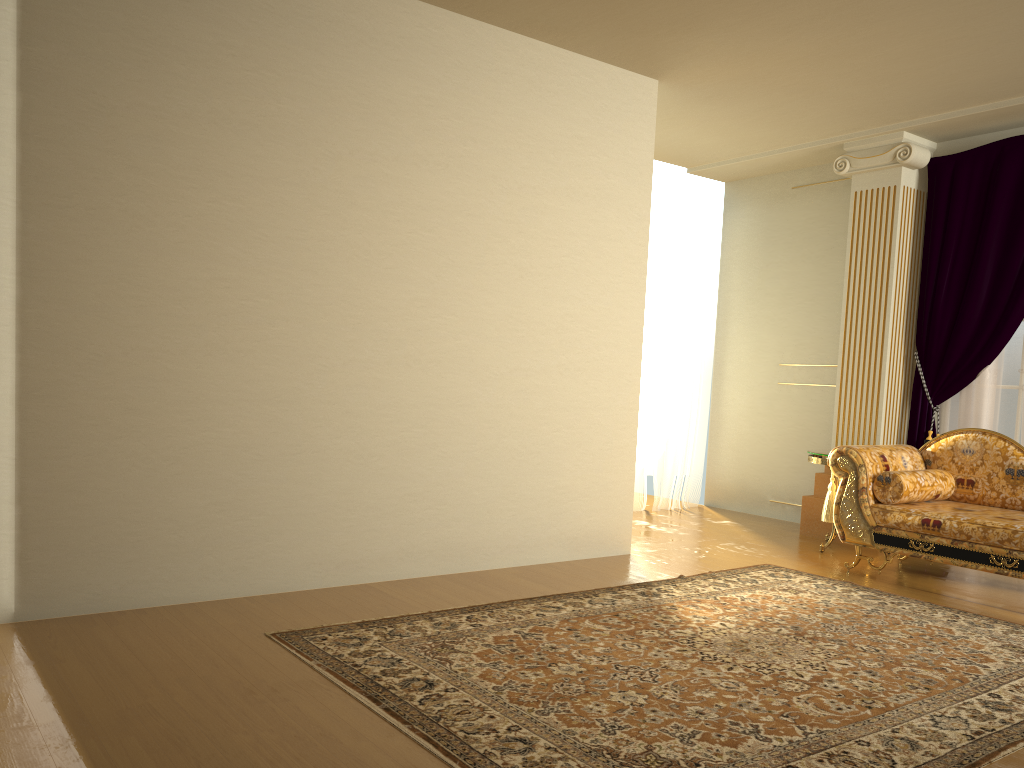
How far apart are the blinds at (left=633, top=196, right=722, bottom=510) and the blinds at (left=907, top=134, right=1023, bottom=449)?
1.8m

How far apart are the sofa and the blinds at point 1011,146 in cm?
60

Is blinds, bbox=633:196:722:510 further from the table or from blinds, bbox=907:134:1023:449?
blinds, bbox=907:134:1023:449

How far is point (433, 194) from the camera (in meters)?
4.38

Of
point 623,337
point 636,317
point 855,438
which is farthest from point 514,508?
point 855,438

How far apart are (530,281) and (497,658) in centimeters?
221cm

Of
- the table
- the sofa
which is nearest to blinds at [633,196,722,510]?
the table

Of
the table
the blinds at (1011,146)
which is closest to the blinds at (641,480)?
the table

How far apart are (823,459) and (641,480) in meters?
1.8 m

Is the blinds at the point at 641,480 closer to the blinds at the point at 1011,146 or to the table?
the table
